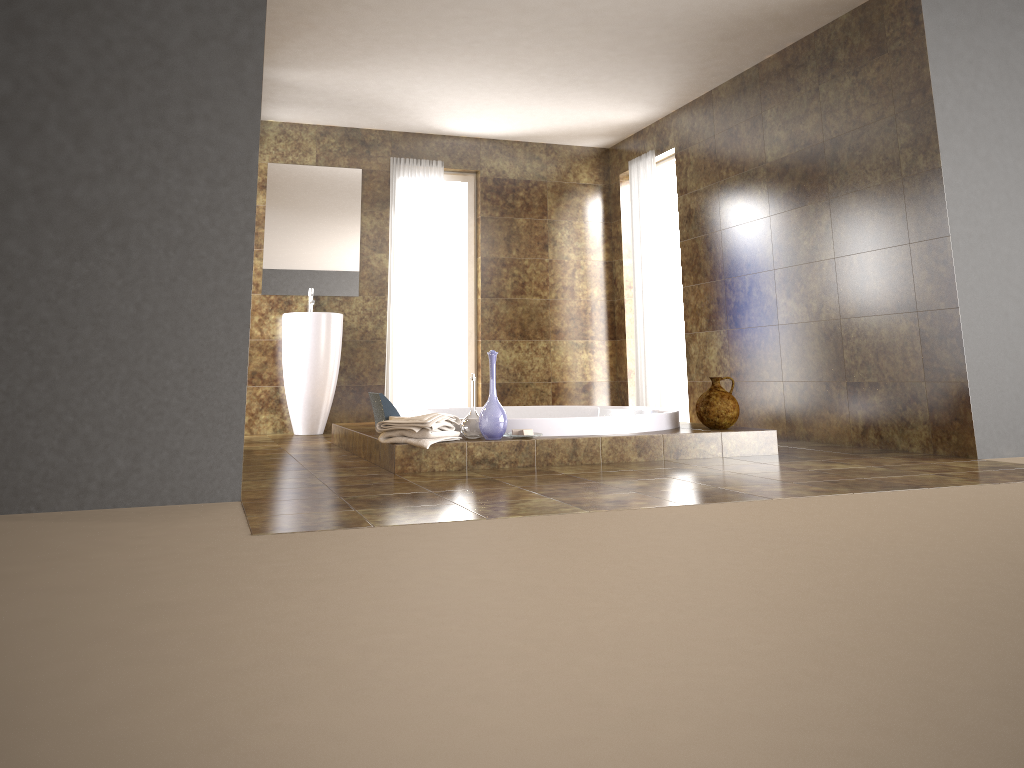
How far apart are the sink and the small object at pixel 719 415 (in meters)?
3.10

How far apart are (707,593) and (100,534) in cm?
177

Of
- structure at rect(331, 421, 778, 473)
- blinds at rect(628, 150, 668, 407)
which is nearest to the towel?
structure at rect(331, 421, 778, 473)

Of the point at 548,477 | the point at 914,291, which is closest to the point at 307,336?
the point at 548,477

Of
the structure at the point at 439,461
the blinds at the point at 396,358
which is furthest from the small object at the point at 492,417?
the blinds at the point at 396,358

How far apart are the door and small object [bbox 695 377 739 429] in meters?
2.9

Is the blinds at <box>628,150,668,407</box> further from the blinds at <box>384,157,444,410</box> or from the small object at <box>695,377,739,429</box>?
the small object at <box>695,377,739,429</box>

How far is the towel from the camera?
3.98m

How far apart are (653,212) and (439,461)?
3.8 meters

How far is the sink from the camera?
Answer: 6.56m
